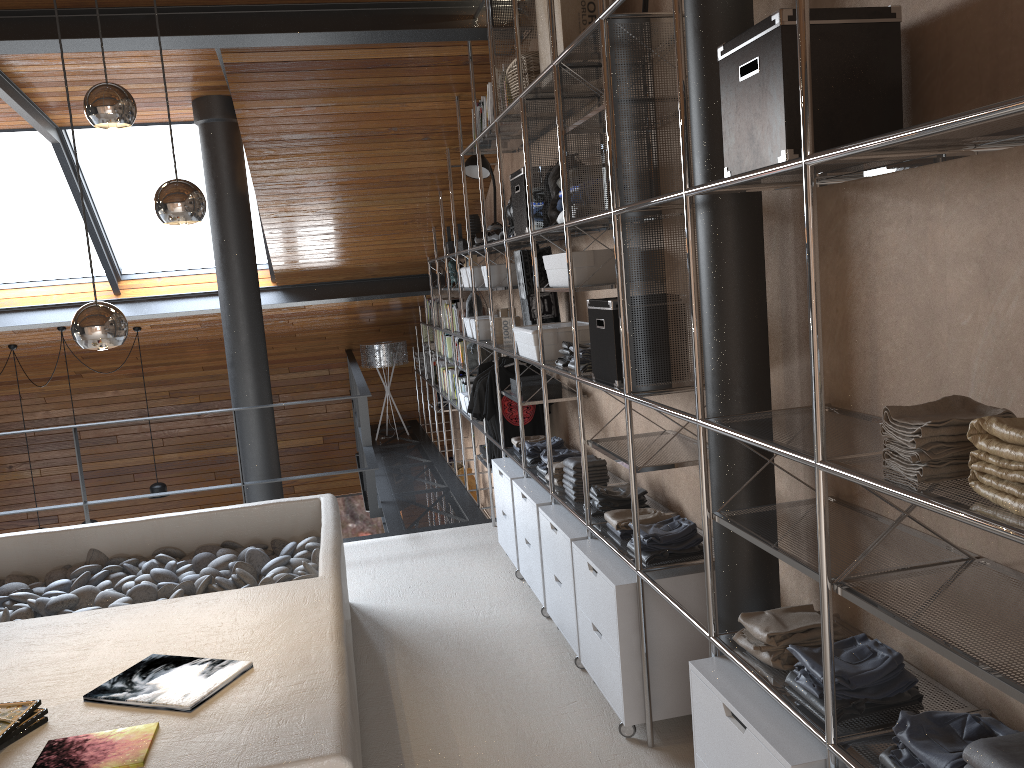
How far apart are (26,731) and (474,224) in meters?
4.5

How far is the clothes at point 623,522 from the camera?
3.2m

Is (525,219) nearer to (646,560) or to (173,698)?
(646,560)

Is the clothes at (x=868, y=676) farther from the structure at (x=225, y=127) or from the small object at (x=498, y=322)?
the structure at (x=225, y=127)

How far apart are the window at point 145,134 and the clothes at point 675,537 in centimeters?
508cm

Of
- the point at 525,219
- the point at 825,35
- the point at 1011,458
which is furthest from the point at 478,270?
the point at 1011,458

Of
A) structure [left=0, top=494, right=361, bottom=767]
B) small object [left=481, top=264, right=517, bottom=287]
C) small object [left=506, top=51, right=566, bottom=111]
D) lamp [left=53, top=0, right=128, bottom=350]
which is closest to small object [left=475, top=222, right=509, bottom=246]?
small object [left=481, top=264, right=517, bottom=287]

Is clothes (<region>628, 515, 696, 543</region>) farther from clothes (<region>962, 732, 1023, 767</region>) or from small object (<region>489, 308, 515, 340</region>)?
small object (<region>489, 308, 515, 340</region>)

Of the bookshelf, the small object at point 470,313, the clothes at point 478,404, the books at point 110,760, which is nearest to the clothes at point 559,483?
the bookshelf

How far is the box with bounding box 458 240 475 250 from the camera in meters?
6.1 m
